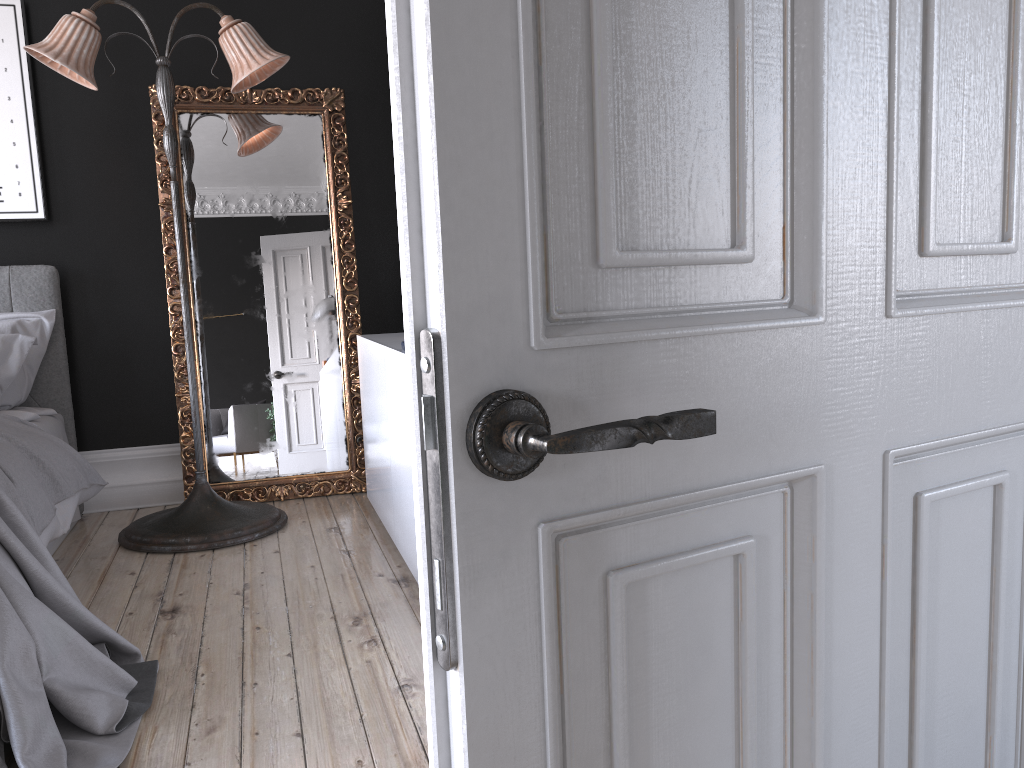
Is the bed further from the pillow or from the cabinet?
the cabinet

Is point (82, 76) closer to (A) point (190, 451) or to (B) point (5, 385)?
(B) point (5, 385)

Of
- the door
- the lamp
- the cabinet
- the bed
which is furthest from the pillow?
the door

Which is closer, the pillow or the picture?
the pillow

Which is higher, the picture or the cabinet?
→ the picture

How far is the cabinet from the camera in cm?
329

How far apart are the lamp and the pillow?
0.66m

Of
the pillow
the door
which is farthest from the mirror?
the door

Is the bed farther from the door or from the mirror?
the door

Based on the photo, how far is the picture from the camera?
4.3m
